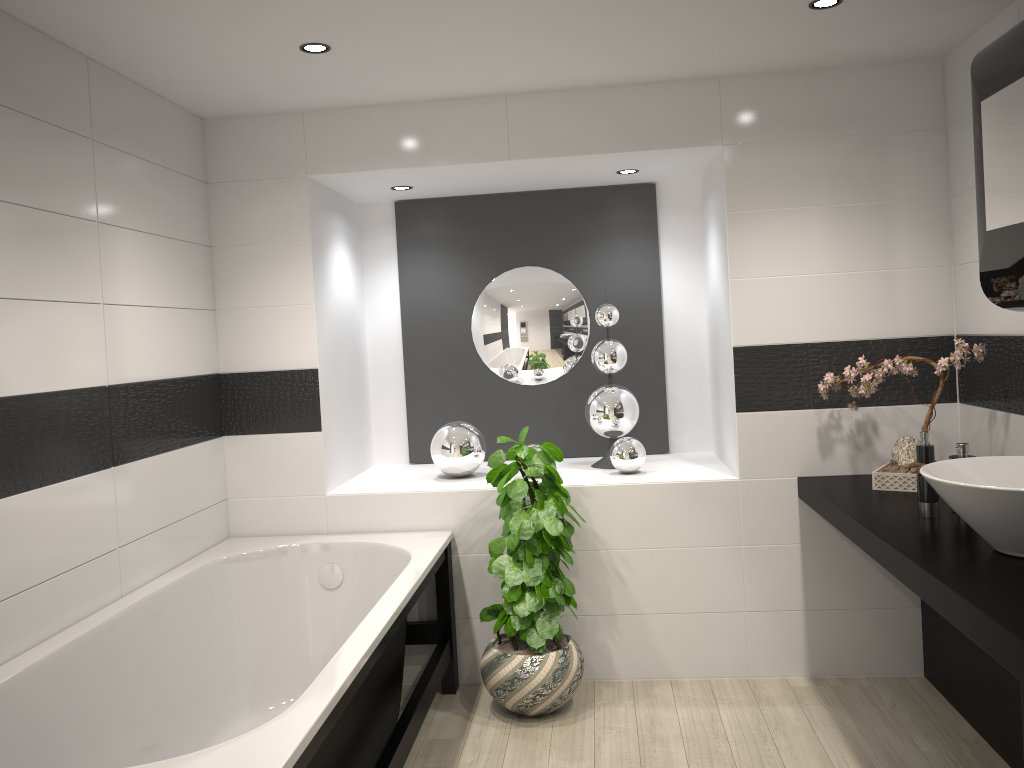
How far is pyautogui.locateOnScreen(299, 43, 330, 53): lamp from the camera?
3.01m

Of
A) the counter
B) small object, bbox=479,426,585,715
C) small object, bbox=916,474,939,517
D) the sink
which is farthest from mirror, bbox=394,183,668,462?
the sink

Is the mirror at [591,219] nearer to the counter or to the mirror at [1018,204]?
the counter

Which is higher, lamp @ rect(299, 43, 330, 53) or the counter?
lamp @ rect(299, 43, 330, 53)

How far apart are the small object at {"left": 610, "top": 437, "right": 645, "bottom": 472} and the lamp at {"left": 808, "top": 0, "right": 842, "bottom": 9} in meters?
1.9

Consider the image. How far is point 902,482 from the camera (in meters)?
3.29

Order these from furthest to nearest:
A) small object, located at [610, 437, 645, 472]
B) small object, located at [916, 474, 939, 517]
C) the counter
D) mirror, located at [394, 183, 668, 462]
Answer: mirror, located at [394, 183, 668, 462], small object, located at [610, 437, 645, 472], small object, located at [916, 474, 939, 517], the counter

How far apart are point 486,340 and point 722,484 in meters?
1.5 m

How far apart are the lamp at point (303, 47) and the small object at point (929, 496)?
2.4m

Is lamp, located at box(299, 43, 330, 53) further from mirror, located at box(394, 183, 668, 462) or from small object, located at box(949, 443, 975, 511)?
small object, located at box(949, 443, 975, 511)
